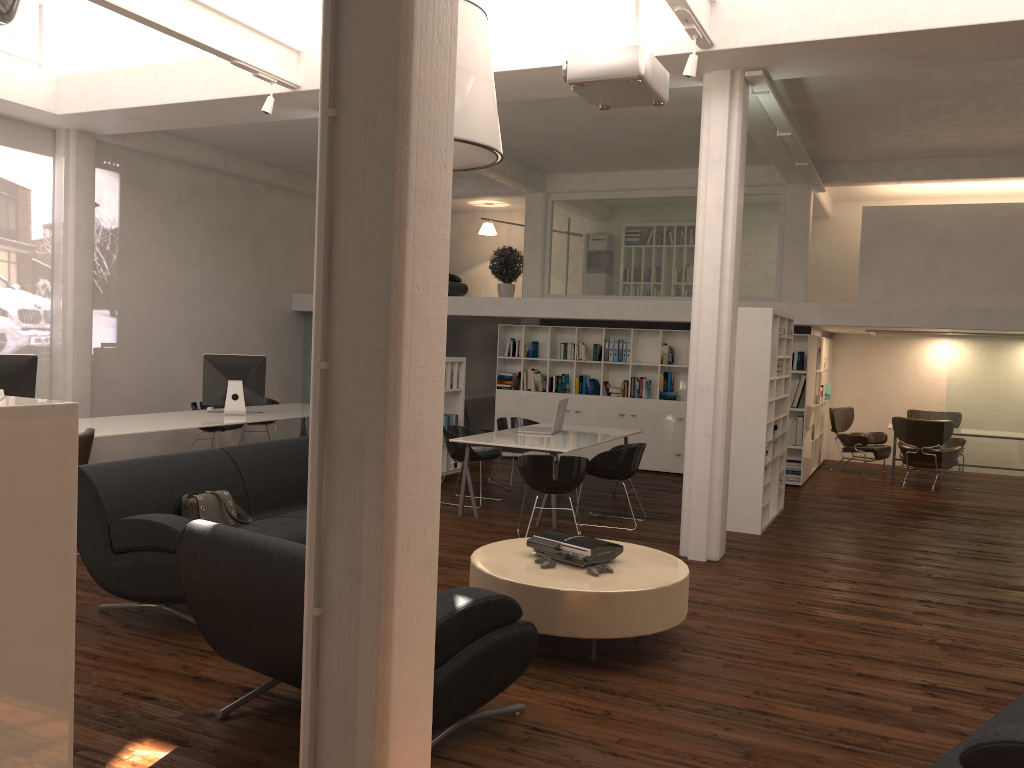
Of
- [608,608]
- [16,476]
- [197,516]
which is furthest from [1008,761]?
[197,516]

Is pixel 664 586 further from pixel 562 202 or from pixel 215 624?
pixel 562 202

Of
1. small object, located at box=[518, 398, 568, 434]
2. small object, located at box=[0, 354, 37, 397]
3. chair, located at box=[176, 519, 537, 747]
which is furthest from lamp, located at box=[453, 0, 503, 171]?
small object, located at box=[0, 354, 37, 397]

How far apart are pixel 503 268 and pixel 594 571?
11.9 meters

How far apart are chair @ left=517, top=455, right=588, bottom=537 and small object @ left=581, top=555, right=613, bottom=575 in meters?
3.1 m

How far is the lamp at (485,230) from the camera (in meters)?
20.27

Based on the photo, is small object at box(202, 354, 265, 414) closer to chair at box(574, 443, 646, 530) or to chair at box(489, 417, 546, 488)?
chair at box(489, 417, 546, 488)

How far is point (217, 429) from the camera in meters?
13.9

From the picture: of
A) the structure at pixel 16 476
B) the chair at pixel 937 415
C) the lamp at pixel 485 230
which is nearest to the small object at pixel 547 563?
the structure at pixel 16 476

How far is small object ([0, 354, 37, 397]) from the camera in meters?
9.5 m
